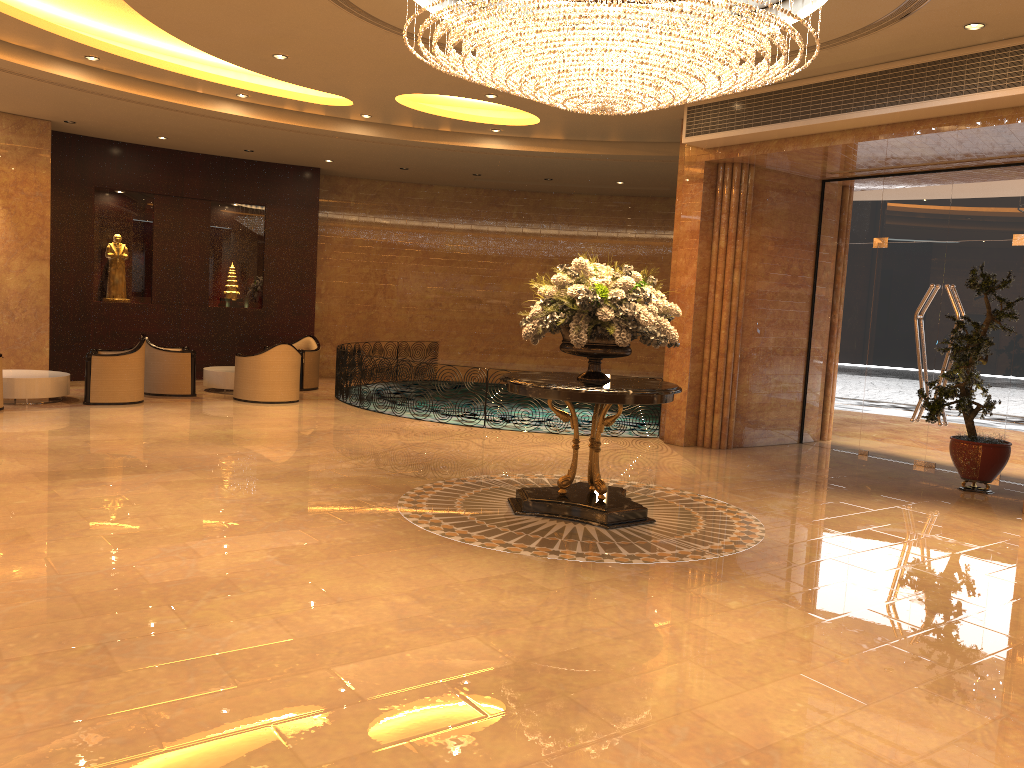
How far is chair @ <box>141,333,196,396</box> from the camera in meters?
13.2 m

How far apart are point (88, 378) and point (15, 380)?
0.9m

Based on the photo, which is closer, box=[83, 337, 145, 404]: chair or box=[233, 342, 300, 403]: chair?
box=[83, 337, 145, 404]: chair

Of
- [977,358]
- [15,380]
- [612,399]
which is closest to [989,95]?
[977,358]

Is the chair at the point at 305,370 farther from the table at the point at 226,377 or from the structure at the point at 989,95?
the structure at the point at 989,95

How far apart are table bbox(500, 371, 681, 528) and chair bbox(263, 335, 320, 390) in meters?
8.4

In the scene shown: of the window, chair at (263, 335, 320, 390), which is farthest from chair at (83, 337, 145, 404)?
the window

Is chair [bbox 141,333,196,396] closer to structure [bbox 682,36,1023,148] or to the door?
structure [bbox 682,36,1023,148]

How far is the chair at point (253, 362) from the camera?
13.0 meters

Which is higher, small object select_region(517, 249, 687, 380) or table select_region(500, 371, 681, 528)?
small object select_region(517, 249, 687, 380)
